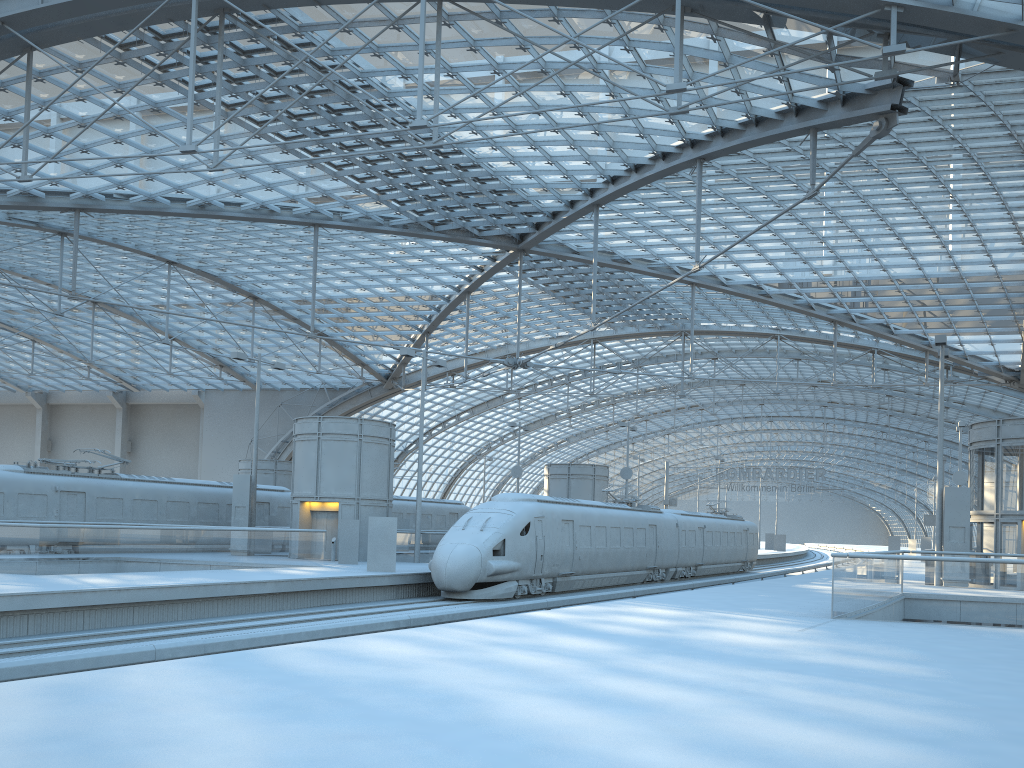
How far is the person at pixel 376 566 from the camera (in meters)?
26.18

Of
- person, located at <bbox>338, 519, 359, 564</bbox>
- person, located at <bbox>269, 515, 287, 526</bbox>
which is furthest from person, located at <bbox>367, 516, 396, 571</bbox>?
person, located at <bbox>269, 515, 287, 526</bbox>

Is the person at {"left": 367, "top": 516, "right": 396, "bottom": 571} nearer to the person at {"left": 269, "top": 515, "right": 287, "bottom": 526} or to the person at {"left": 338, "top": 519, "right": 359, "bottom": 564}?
the person at {"left": 338, "top": 519, "right": 359, "bottom": 564}

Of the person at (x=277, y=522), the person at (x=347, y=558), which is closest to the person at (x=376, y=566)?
the person at (x=347, y=558)

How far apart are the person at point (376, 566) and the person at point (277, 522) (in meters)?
13.61

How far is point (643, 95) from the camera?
22.1 meters

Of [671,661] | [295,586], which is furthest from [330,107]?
[671,661]

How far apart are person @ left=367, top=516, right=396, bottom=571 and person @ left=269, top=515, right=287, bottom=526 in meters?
13.6 m

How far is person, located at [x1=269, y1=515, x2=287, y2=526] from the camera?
38.5m

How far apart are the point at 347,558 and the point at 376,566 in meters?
4.5
